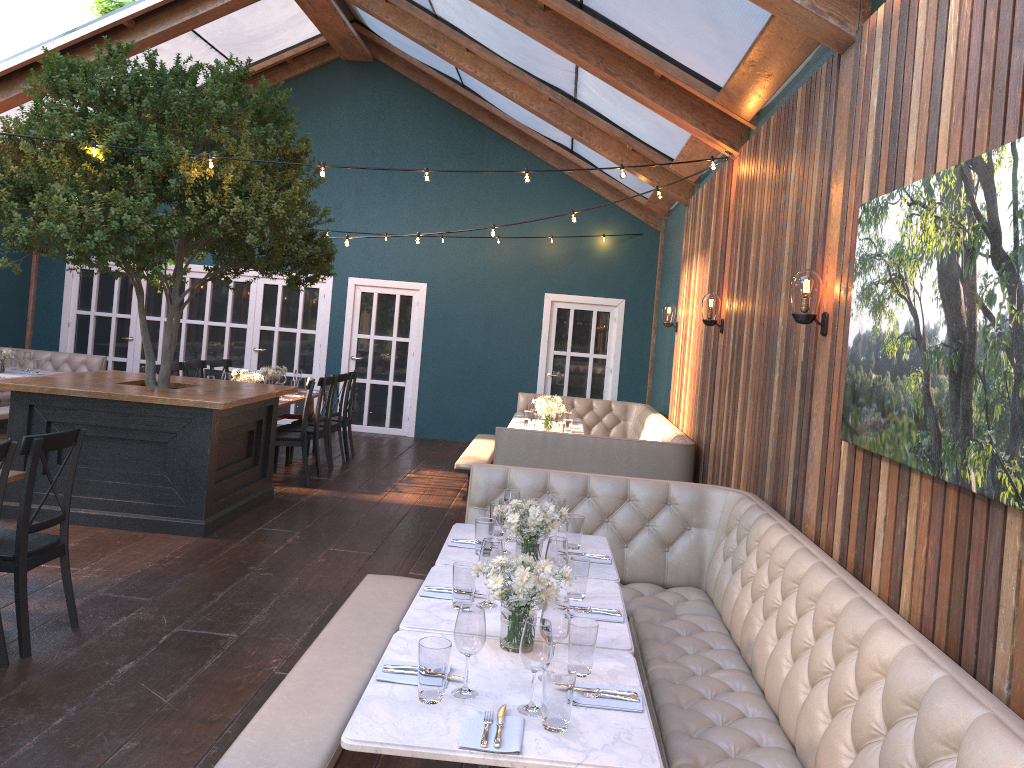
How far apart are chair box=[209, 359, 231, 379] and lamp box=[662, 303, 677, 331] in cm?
523

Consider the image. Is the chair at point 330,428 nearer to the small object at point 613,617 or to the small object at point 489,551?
the small object at point 489,551

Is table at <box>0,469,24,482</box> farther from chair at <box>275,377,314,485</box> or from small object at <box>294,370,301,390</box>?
small object at <box>294,370,301,390</box>

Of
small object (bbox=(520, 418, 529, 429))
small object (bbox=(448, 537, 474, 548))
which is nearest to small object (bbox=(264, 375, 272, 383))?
small object (bbox=(520, 418, 529, 429))

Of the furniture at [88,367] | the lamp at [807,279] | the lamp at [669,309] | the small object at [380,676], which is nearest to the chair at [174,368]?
the furniture at [88,367]

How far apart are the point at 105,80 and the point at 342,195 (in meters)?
6.36

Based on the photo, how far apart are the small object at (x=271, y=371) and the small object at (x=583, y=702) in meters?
8.0

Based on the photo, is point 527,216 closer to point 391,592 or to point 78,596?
point 78,596

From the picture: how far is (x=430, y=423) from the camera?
12.7m

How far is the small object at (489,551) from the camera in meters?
3.3
